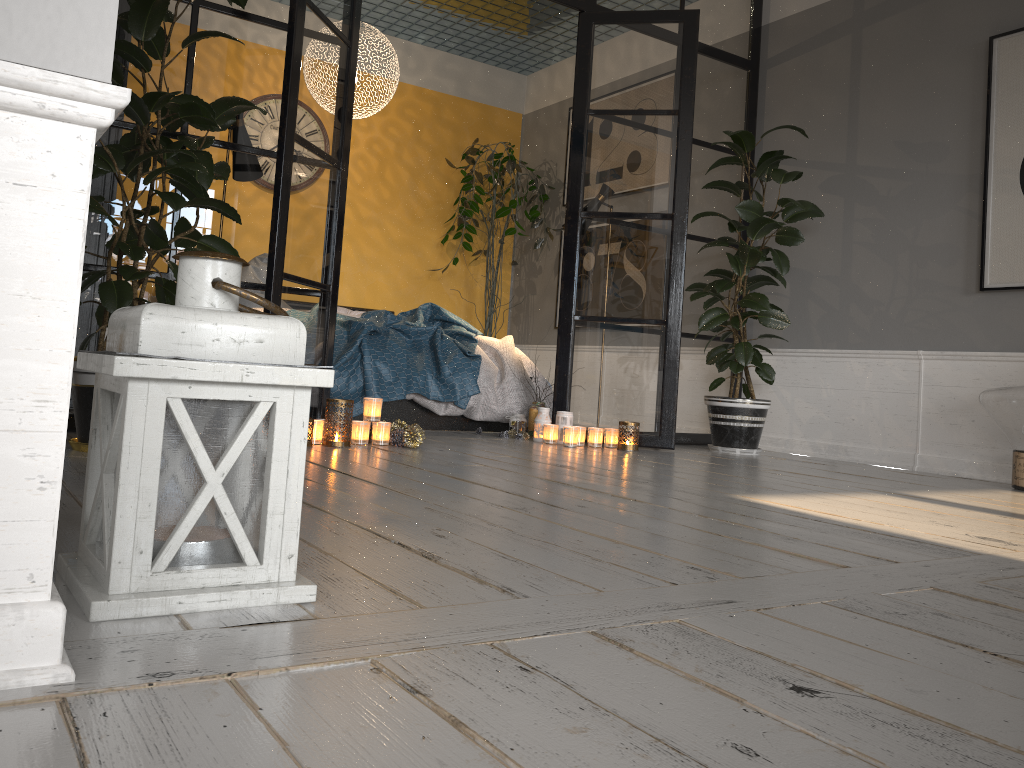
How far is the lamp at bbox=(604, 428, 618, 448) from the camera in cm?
447

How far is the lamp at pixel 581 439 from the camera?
4.4m

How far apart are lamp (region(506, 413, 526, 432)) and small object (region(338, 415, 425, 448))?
1.00m

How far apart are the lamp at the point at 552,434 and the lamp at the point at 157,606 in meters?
3.2

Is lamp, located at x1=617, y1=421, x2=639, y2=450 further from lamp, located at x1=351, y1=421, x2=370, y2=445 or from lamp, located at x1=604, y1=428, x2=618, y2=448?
lamp, located at x1=351, y1=421, x2=370, y2=445

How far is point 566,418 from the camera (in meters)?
4.52

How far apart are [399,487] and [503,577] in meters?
1.1

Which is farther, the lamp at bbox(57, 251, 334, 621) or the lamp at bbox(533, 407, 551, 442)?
the lamp at bbox(533, 407, 551, 442)

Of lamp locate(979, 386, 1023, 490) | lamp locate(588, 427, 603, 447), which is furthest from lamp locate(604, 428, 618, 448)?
lamp locate(979, 386, 1023, 490)

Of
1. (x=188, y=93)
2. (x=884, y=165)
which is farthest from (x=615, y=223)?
(x=188, y=93)
